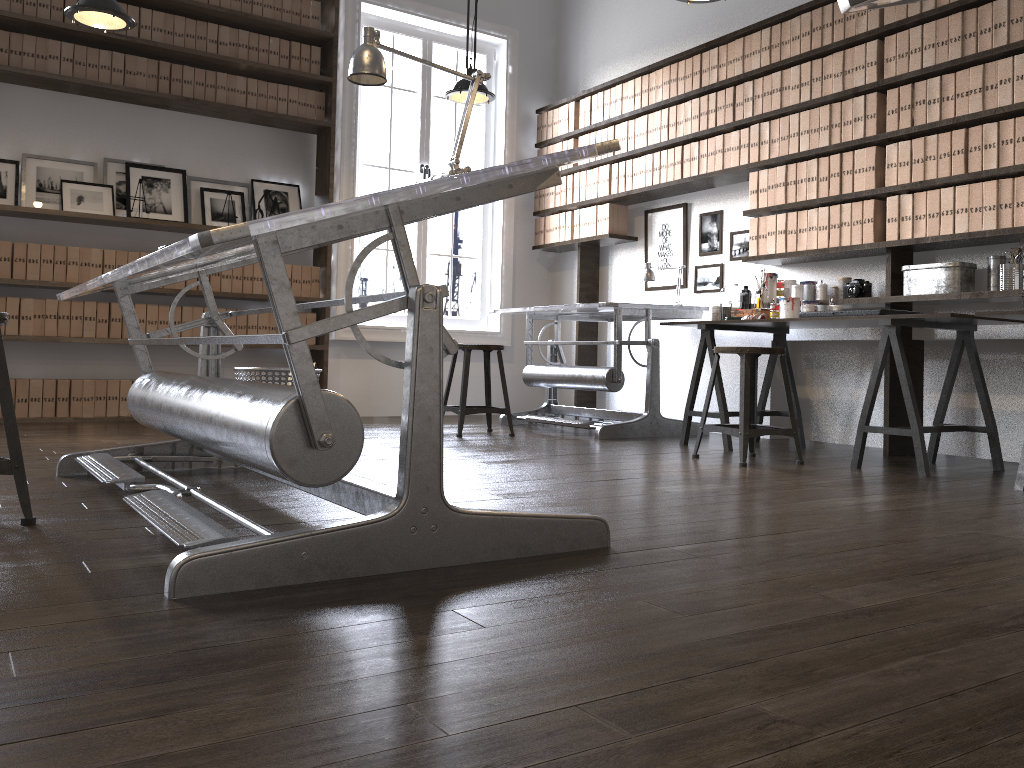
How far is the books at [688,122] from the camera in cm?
556

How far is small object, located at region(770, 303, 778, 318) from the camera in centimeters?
469cm

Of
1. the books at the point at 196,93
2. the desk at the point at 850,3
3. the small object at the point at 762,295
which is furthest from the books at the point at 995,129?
the books at the point at 196,93

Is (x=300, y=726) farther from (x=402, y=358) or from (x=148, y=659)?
(x=402, y=358)

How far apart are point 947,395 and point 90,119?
5.2m

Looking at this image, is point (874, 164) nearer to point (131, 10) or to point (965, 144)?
point (965, 144)

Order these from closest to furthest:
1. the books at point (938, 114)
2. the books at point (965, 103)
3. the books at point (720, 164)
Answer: the books at point (965, 103) → the books at point (938, 114) → the books at point (720, 164)

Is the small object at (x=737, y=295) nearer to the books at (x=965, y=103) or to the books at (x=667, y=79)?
the books at (x=965, y=103)

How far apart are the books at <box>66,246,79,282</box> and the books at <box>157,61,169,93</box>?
1.2m

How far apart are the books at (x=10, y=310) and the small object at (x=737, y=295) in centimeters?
415cm
